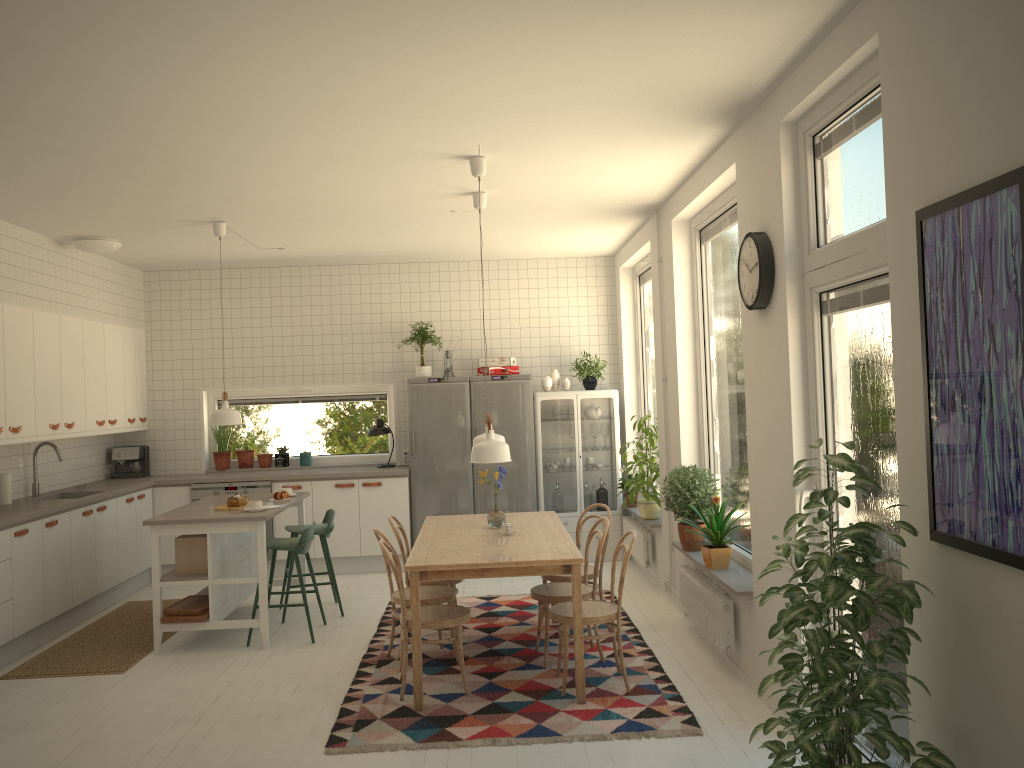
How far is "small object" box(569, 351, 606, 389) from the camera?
8.3m

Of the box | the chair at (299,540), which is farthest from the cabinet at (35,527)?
the chair at (299,540)

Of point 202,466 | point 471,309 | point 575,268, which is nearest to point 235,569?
point 202,466

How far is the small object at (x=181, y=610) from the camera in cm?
575

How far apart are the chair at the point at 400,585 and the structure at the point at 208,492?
3.4m

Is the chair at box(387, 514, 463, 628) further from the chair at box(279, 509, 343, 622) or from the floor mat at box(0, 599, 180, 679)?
the floor mat at box(0, 599, 180, 679)

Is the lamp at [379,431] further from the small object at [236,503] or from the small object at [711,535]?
the small object at [711,535]

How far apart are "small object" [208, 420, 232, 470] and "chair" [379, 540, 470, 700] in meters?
4.2 m

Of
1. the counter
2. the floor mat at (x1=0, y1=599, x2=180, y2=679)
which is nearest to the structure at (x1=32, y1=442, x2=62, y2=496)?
the counter

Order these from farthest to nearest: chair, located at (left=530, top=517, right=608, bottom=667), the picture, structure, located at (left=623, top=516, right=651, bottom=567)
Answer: structure, located at (left=623, top=516, right=651, bottom=567) → chair, located at (left=530, top=517, right=608, bottom=667) → the picture
